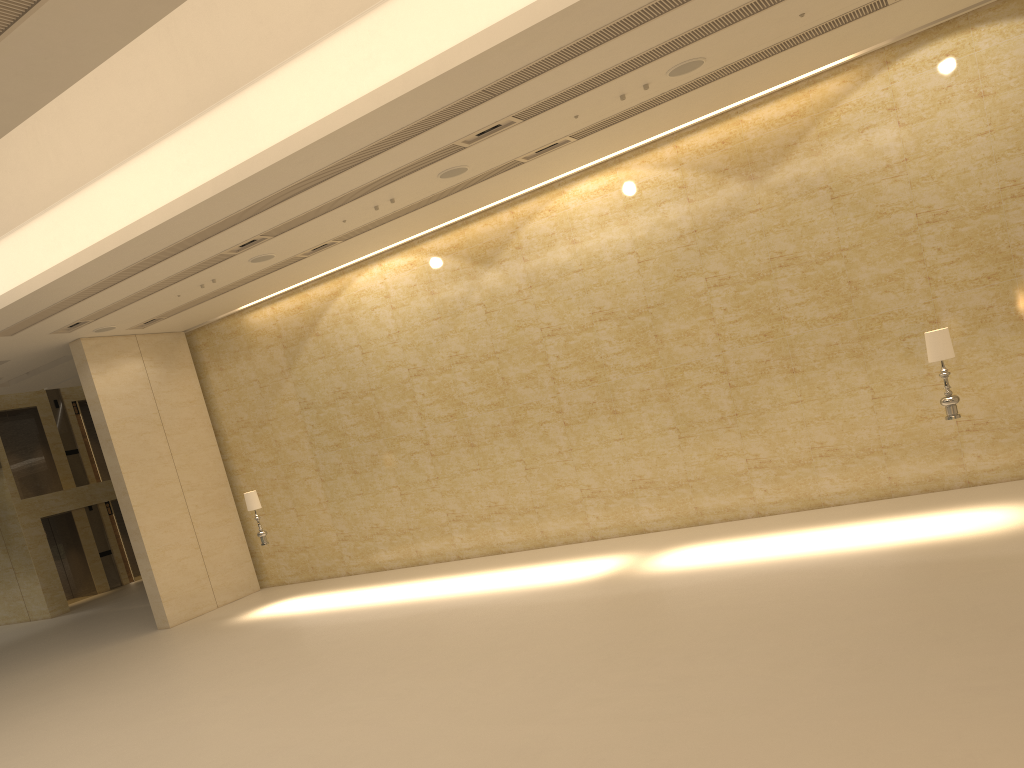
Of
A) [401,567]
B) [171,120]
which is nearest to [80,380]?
[401,567]

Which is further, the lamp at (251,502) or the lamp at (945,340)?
the lamp at (251,502)

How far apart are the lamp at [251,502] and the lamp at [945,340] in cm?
1121

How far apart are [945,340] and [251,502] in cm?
1146

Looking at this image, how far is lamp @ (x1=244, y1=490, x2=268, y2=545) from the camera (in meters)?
15.67

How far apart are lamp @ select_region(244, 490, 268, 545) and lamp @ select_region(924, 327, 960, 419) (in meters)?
11.21

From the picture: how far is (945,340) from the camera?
10.37m

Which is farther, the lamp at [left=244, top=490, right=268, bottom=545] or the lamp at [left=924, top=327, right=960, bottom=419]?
the lamp at [left=244, top=490, right=268, bottom=545]

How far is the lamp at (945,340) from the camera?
10.37m

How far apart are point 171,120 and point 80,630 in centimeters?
1348cm
